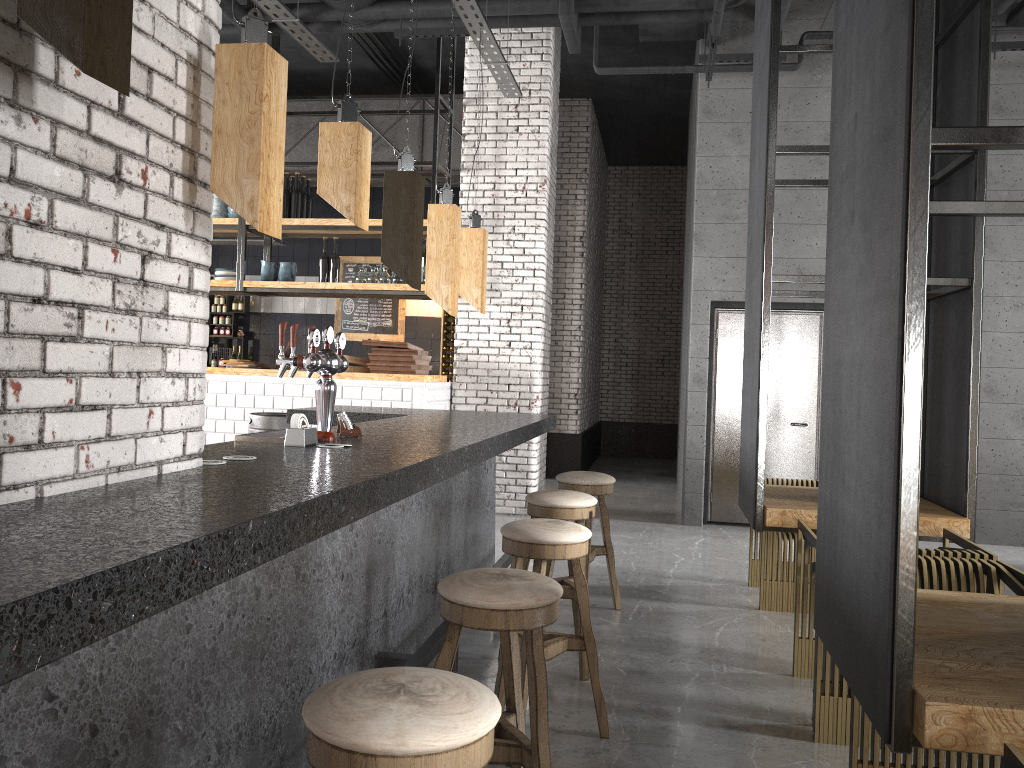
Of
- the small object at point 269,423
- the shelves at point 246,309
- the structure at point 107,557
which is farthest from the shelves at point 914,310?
the shelves at point 246,309

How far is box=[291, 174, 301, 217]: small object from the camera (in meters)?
8.50

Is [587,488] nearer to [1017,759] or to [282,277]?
[1017,759]

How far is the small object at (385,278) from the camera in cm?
831

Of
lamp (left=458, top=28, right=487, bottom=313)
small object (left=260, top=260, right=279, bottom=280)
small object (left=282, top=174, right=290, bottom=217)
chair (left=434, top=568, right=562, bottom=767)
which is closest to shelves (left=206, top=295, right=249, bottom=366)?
small object (left=260, top=260, right=279, bottom=280)

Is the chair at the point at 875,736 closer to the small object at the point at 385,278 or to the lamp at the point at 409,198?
the lamp at the point at 409,198

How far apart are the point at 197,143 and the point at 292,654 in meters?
1.5 m

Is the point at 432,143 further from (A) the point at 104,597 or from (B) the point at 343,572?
(A) the point at 104,597

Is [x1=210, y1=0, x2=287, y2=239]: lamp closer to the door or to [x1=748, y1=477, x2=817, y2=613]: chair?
[x1=748, y1=477, x2=817, y2=613]: chair

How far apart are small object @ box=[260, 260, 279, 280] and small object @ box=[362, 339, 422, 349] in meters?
1.6
